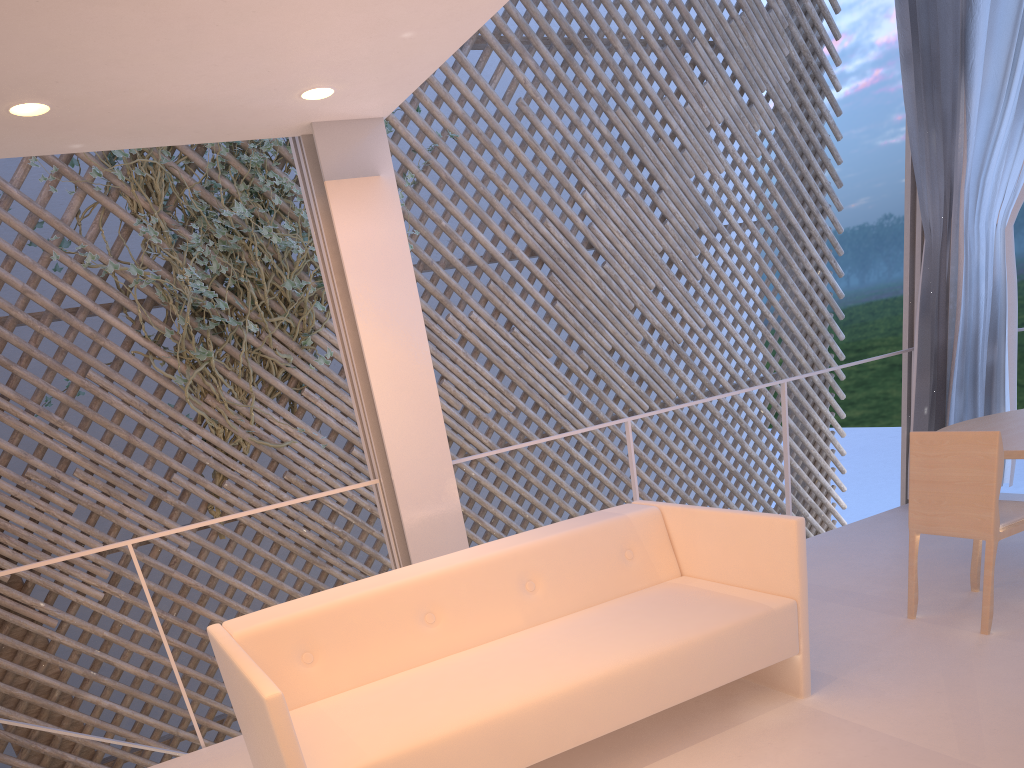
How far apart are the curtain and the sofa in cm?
143

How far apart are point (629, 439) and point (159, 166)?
2.1m

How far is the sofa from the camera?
1.2 meters

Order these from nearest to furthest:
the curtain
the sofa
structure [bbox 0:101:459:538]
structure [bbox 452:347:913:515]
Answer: the sofa
structure [bbox 452:347:913:515]
the curtain
structure [bbox 0:101:459:538]

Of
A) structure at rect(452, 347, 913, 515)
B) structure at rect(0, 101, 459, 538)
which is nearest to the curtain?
structure at rect(452, 347, 913, 515)

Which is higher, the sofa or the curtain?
the curtain

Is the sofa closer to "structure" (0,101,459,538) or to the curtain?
the curtain

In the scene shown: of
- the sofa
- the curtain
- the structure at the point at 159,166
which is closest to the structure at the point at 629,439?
the sofa

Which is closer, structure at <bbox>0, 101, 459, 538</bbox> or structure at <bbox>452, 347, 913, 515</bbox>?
structure at <bbox>452, 347, 913, 515</bbox>

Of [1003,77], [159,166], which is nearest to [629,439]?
[1003,77]
